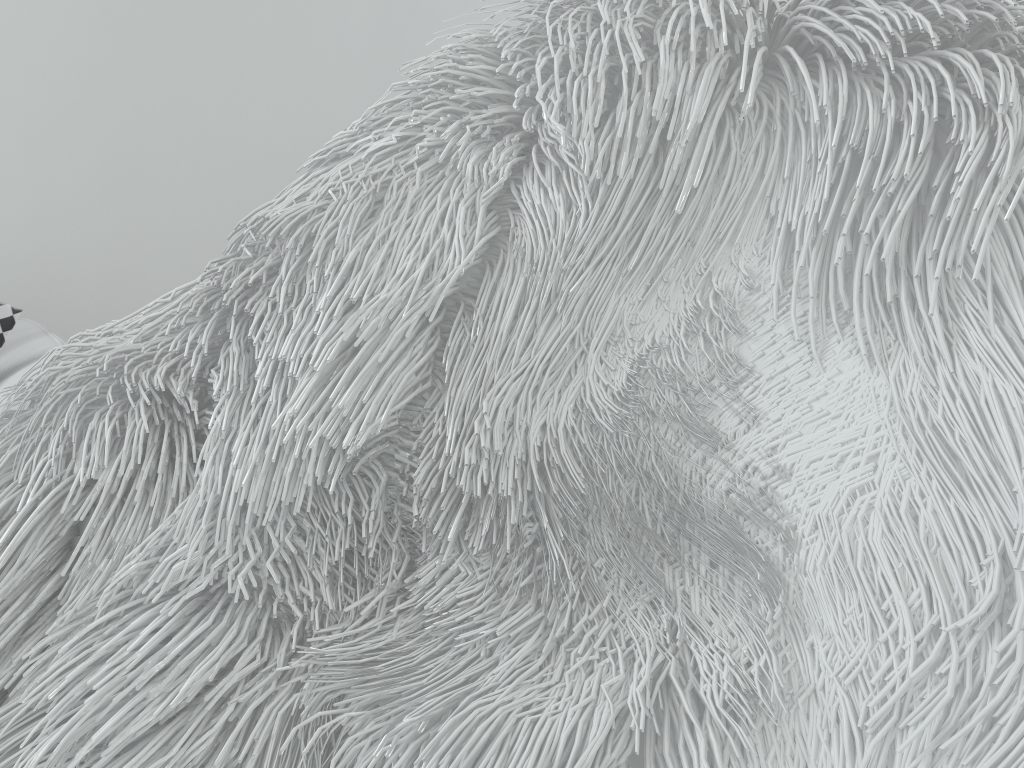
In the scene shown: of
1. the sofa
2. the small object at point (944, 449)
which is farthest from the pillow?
the small object at point (944, 449)

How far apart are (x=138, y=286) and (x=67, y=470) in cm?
167

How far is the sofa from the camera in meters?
1.0 m

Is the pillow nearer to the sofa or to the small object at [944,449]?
the sofa

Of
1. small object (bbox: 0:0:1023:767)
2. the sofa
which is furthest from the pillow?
small object (bbox: 0:0:1023:767)

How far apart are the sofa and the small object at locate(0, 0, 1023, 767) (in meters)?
0.59

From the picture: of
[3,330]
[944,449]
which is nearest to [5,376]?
[3,330]

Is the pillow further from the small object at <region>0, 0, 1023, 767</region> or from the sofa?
the small object at <region>0, 0, 1023, 767</region>

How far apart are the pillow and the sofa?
0.0 meters

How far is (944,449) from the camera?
0.2 meters
